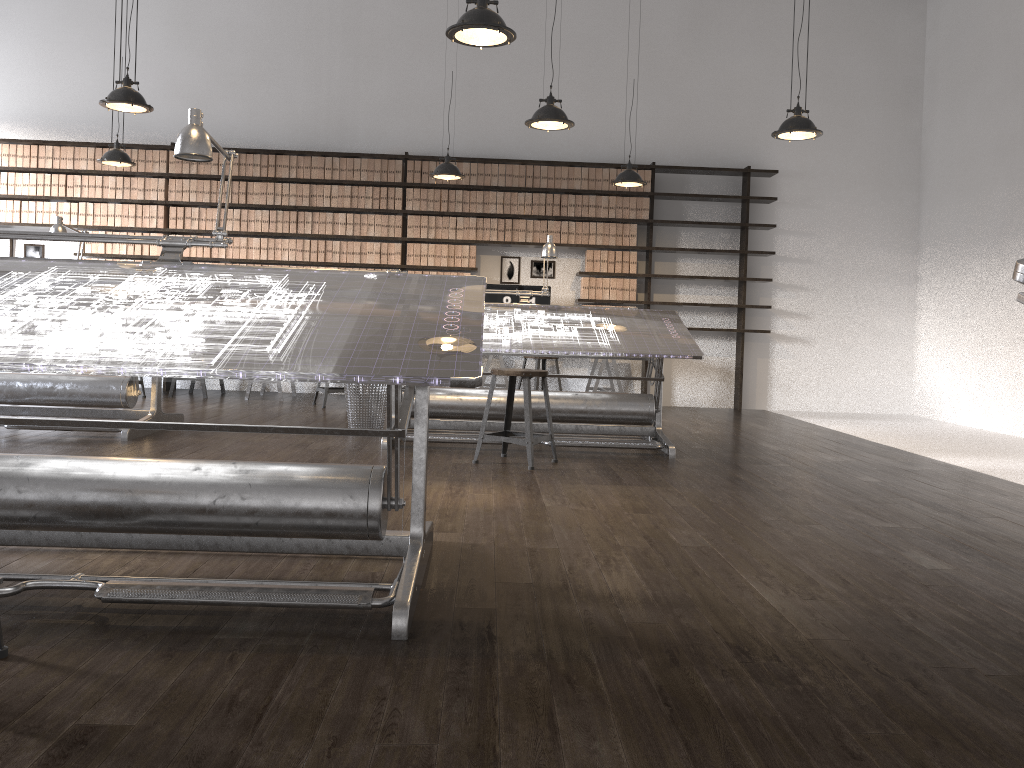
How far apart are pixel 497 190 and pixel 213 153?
2.81m

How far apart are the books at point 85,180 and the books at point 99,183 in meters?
0.1 m

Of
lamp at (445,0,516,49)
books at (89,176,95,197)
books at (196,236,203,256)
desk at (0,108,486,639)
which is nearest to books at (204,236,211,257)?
books at (196,236,203,256)

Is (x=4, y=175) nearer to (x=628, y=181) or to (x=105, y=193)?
(x=105, y=193)

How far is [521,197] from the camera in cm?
878

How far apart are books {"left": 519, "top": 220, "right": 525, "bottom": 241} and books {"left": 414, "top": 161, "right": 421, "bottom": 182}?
1.1m

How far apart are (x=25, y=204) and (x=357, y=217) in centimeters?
324cm

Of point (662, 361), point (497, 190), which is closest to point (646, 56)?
point (497, 190)

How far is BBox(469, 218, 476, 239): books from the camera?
8.8 meters

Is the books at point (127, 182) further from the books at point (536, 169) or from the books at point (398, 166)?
the books at point (536, 169)
